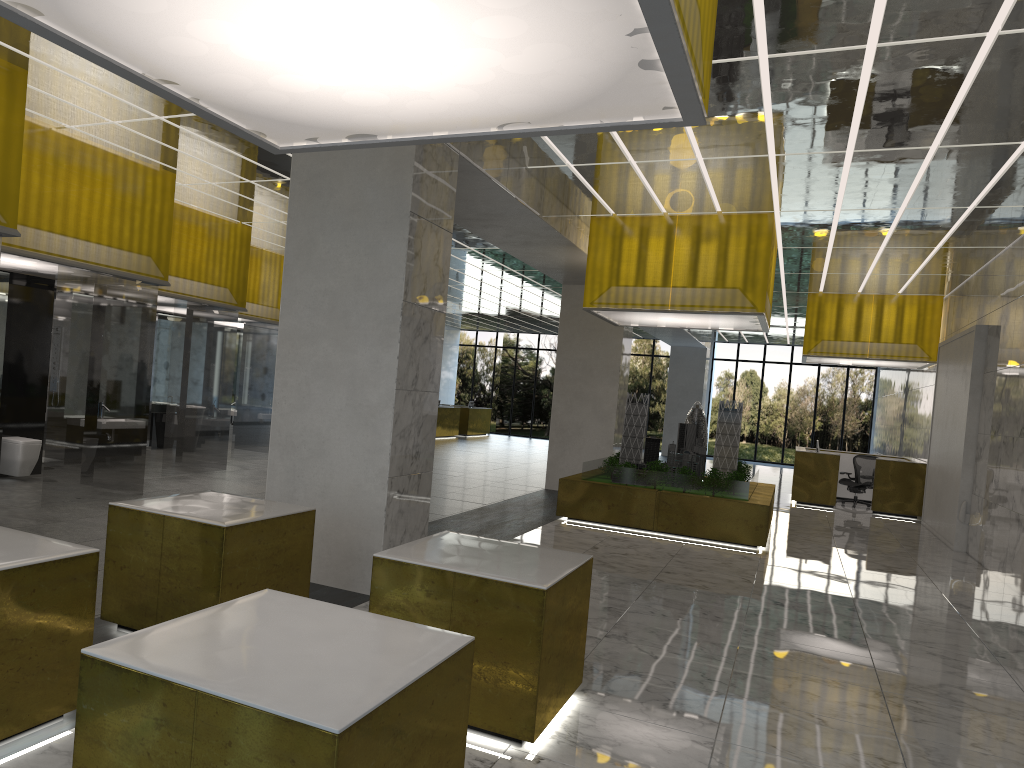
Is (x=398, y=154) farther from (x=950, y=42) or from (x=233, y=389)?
(x=233, y=389)

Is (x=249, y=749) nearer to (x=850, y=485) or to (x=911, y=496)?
(x=911, y=496)

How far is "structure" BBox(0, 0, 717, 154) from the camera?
4.0 meters

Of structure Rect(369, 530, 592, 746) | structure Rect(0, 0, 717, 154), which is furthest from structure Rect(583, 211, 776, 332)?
structure Rect(0, 0, 717, 154)

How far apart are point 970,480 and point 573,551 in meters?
10.3 m

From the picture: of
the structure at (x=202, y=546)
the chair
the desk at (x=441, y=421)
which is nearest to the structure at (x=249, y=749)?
the structure at (x=202, y=546)

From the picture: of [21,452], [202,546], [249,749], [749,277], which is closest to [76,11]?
[249,749]

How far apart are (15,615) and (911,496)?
24.64m

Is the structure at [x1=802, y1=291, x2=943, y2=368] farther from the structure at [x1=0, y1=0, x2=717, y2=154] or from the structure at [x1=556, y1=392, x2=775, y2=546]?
the structure at [x1=0, y1=0, x2=717, y2=154]

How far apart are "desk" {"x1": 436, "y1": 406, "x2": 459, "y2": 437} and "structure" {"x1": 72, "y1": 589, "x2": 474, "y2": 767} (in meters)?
35.98
